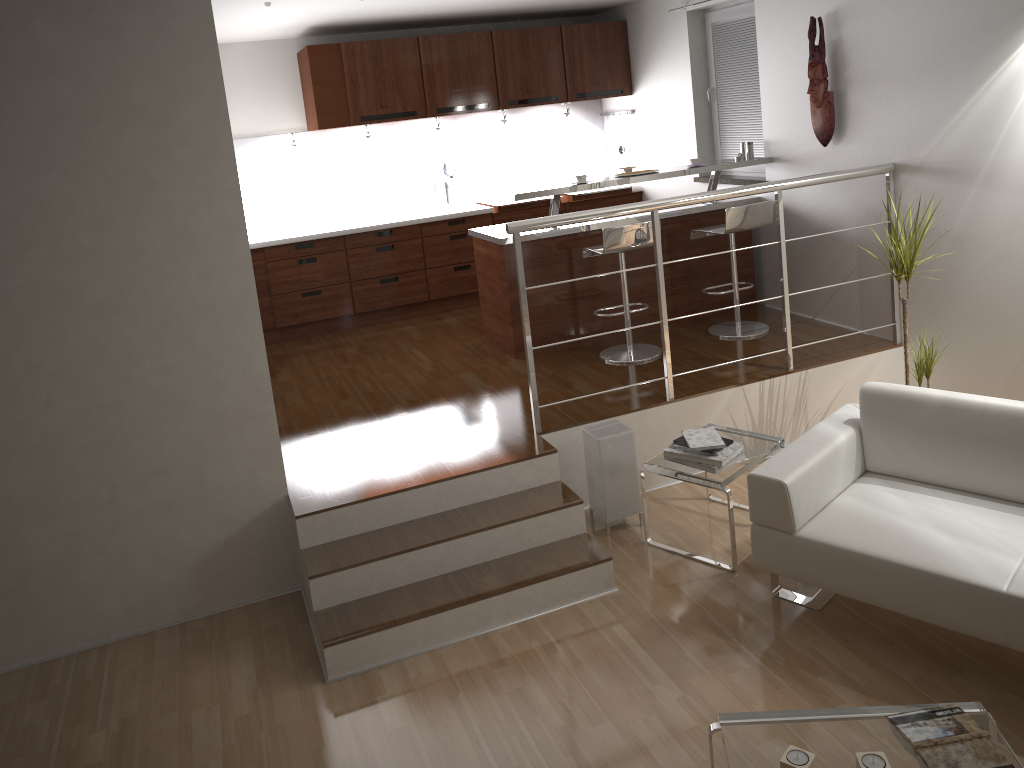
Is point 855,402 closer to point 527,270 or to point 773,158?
point 773,158

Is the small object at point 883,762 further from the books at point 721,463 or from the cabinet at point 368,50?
the cabinet at point 368,50

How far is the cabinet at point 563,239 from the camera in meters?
5.6

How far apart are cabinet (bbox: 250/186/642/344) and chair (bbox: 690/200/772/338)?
1.9m

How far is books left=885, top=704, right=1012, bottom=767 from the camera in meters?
2.4

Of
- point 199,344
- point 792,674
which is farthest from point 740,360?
point 199,344

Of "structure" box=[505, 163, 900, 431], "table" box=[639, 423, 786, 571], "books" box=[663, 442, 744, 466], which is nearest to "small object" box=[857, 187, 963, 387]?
"structure" box=[505, 163, 900, 431]

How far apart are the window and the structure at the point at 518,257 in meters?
1.4

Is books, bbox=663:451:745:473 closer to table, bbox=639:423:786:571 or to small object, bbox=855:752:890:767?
table, bbox=639:423:786:571

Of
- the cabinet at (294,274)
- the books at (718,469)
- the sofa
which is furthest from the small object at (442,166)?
the sofa
